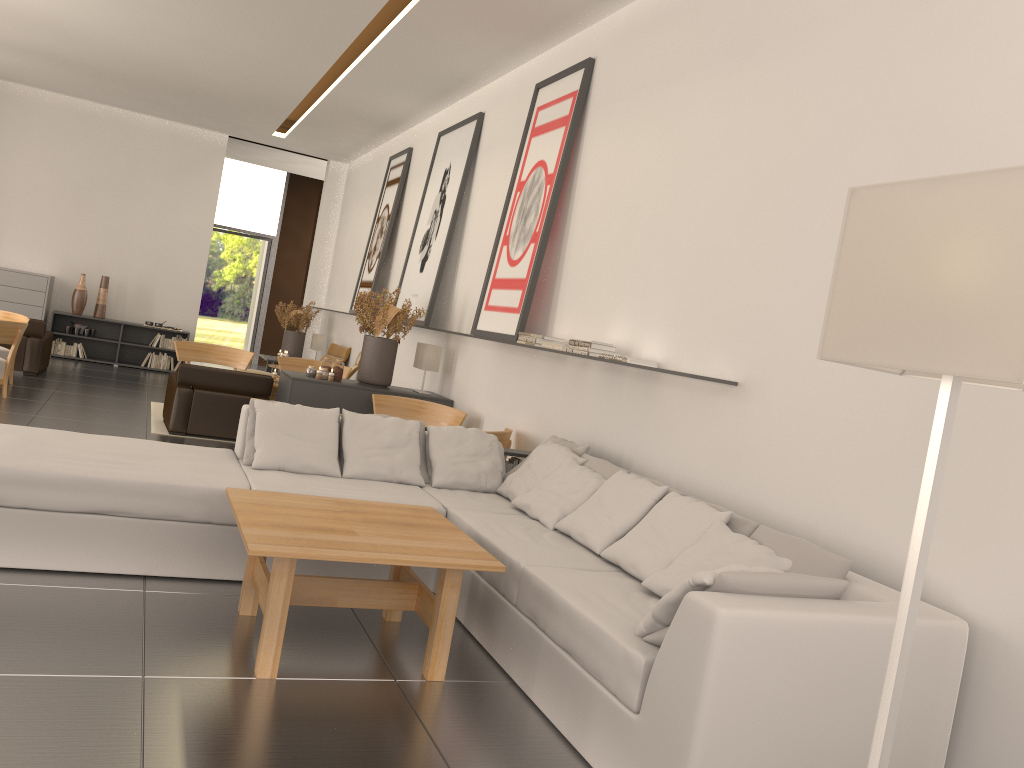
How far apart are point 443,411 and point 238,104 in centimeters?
1024cm

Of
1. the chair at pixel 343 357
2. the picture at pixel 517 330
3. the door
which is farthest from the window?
the picture at pixel 517 330

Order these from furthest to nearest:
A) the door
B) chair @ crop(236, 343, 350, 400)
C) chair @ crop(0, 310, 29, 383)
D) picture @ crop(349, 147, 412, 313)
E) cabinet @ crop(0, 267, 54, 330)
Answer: the door
cabinet @ crop(0, 267, 54, 330)
chair @ crop(236, 343, 350, 400)
picture @ crop(349, 147, 412, 313)
chair @ crop(0, 310, 29, 383)

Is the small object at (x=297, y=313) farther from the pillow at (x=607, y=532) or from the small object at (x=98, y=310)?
the pillow at (x=607, y=532)

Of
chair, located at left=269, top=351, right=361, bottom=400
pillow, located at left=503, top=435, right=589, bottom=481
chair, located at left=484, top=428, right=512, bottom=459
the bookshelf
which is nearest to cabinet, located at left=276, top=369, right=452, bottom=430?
chair, located at left=484, top=428, right=512, bottom=459

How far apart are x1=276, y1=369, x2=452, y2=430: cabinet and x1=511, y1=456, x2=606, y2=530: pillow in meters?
5.2 m

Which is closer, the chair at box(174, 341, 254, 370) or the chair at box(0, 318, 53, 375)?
the chair at box(174, 341, 254, 370)

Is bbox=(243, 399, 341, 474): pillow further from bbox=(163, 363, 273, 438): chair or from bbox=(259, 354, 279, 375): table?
bbox=(259, 354, 279, 375): table

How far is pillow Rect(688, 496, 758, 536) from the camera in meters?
6.1 m

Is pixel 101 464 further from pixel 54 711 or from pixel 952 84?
pixel 952 84
